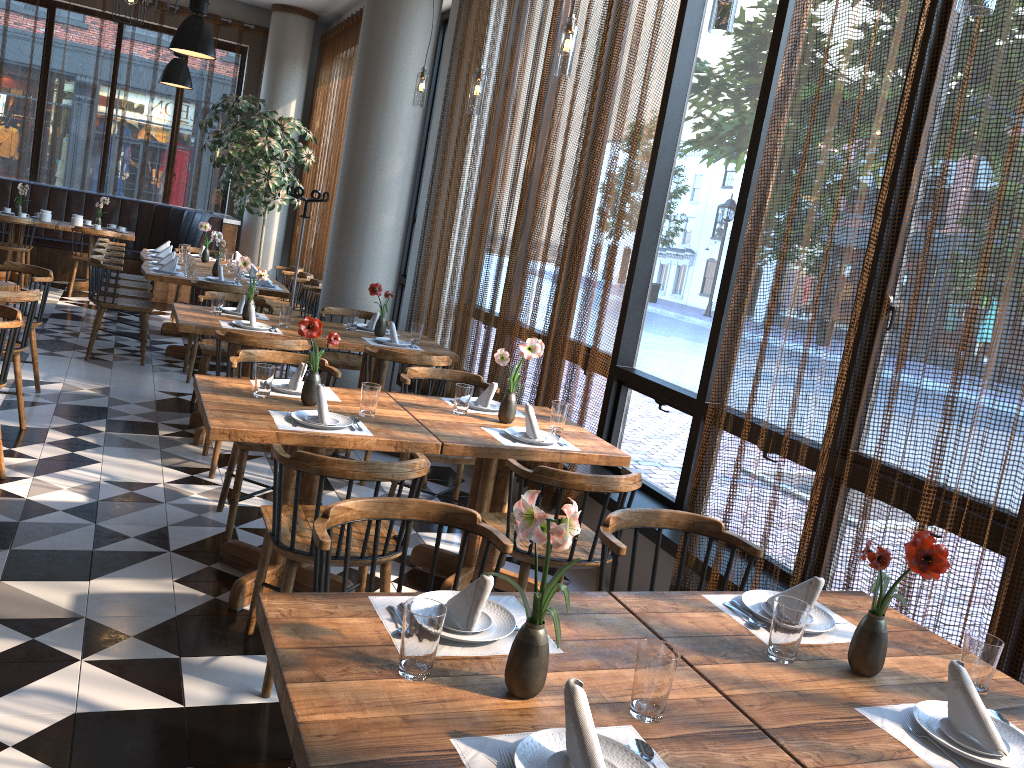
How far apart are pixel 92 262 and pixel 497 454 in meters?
4.9 m

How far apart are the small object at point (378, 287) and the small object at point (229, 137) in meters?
5.4

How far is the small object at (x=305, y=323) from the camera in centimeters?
357cm

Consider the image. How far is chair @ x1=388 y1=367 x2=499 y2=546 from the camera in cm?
435

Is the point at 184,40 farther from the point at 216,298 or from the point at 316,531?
the point at 316,531

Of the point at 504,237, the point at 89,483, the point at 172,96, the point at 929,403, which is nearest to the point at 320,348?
the point at 504,237

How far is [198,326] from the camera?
5.1m

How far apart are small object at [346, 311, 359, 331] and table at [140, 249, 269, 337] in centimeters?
343cm

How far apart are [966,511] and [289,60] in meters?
11.4

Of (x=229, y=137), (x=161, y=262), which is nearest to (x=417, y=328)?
(x=161, y=262)
